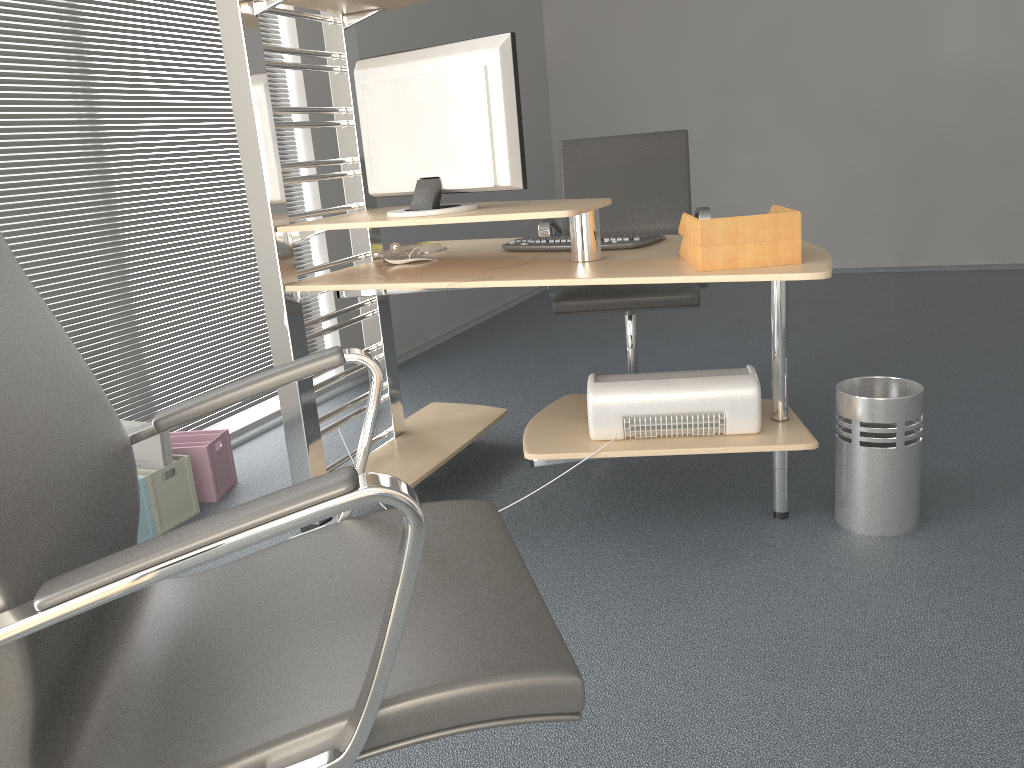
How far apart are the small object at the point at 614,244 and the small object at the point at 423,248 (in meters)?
0.29

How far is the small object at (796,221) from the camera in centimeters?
197cm

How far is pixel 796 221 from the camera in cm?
197

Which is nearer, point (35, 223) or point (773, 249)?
point (773, 249)

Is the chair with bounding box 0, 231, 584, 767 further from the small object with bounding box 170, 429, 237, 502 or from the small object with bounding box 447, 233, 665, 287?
the small object with bounding box 170, 429, 237, 502

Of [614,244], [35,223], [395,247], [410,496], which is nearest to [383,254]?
[395,247]

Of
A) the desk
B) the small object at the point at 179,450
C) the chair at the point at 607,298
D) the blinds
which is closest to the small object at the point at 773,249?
the desk

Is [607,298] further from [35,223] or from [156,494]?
[35,223]

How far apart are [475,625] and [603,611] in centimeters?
113cm

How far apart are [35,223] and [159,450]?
A: 0.81m
